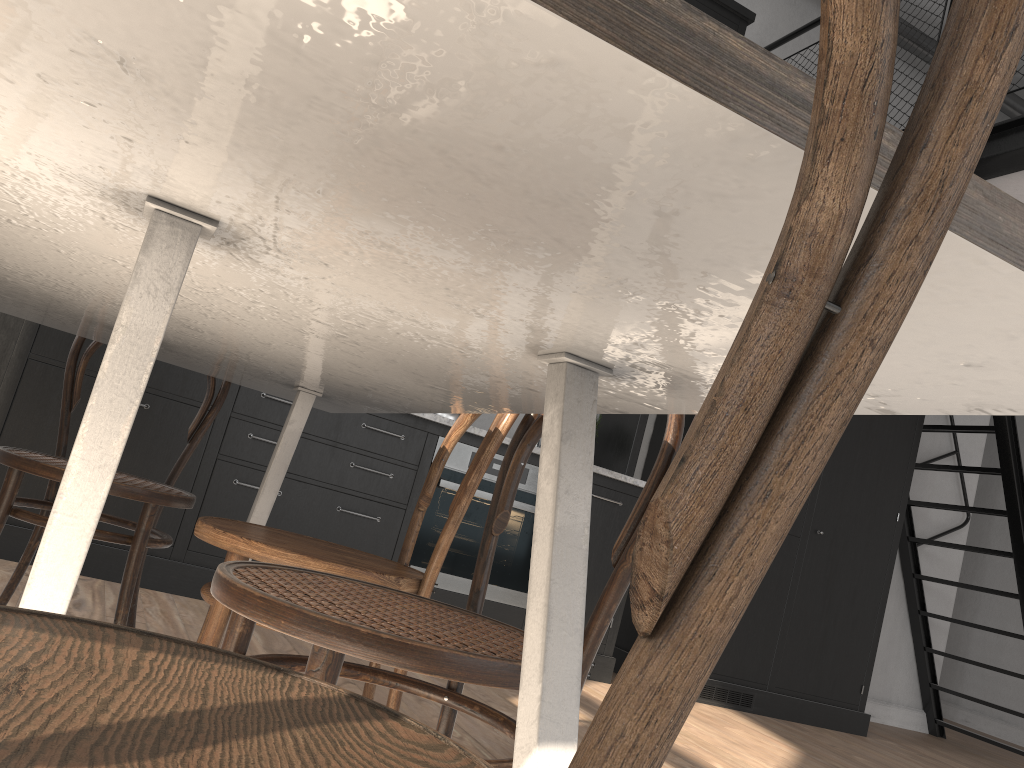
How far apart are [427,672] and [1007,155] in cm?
345

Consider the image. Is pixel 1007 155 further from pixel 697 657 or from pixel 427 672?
pixel 697 657

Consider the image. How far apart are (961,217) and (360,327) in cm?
71

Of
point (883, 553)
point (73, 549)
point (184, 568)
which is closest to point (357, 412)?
point (73, 549)

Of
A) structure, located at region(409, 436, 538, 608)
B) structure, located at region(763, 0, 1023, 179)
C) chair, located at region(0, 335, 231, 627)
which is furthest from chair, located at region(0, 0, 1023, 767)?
structure, located at region(763, 0, 1023, 179)

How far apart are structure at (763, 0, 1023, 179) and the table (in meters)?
2.78

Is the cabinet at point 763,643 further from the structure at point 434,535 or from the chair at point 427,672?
the chair at point 427,672

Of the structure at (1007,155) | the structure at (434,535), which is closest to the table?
the structure at (434,535)

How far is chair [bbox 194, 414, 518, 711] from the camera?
1.43m

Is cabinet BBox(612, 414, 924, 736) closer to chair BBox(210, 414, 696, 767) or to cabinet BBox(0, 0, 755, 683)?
cabinet BBox(0, 0, 755, 683)
